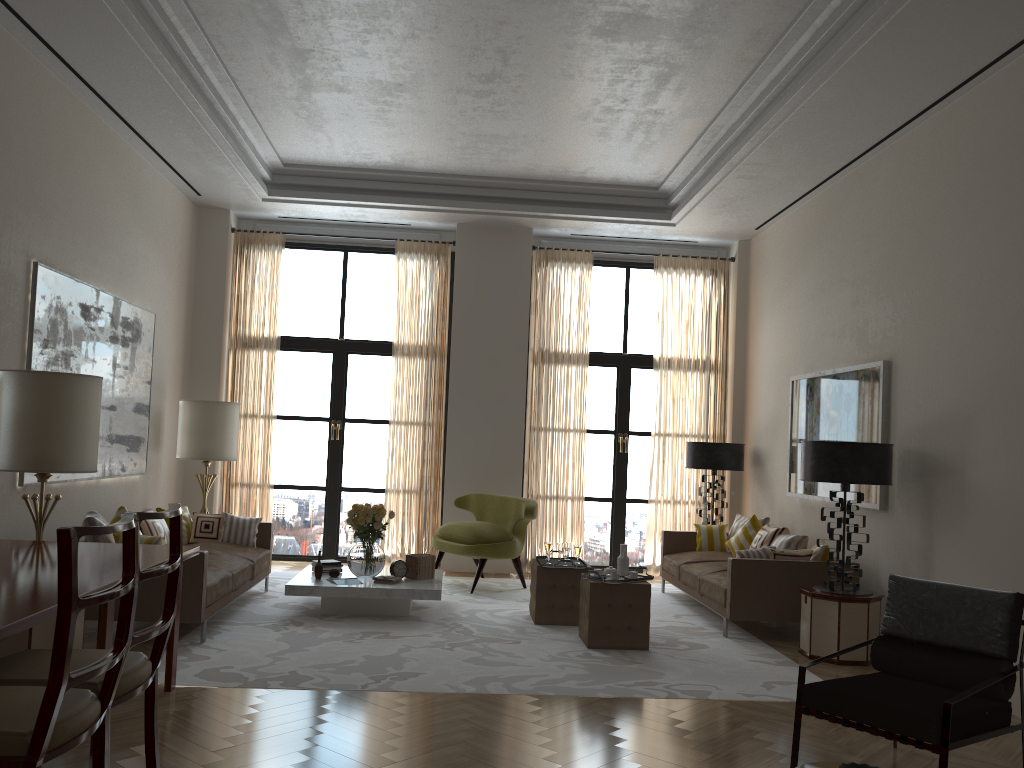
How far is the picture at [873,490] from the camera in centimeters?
886cm

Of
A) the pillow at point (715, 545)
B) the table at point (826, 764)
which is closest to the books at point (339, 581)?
the pillow at point (715, 545)

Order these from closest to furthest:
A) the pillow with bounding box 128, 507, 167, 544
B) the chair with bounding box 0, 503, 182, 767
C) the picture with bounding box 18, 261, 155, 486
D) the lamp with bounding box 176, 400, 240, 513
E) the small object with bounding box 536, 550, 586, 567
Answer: the chair with bounding box 0, 503, 182, 767
the picture with bounding box 18, 261, 155, 486
the pillow with bounding box 128, 507, 167, 544
the small object with bounding box 536, 550, 586, 567
the lamp with bounding box 176, 400, 240, 513

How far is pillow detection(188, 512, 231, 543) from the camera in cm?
1013

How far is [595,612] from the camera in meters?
8.2

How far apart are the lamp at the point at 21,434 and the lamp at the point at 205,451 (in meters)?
4.25

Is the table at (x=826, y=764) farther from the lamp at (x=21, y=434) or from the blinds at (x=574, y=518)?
the blinds at (x=574, y=518)

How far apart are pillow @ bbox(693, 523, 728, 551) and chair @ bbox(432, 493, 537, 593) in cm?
224

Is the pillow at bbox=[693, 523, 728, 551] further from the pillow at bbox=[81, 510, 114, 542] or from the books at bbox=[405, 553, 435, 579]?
the pillow at bbox=[81, 510, 114, 542]

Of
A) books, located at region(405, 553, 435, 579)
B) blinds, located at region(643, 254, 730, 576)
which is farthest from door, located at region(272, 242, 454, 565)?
blinds, located at region(643, 254, 730, 576)
